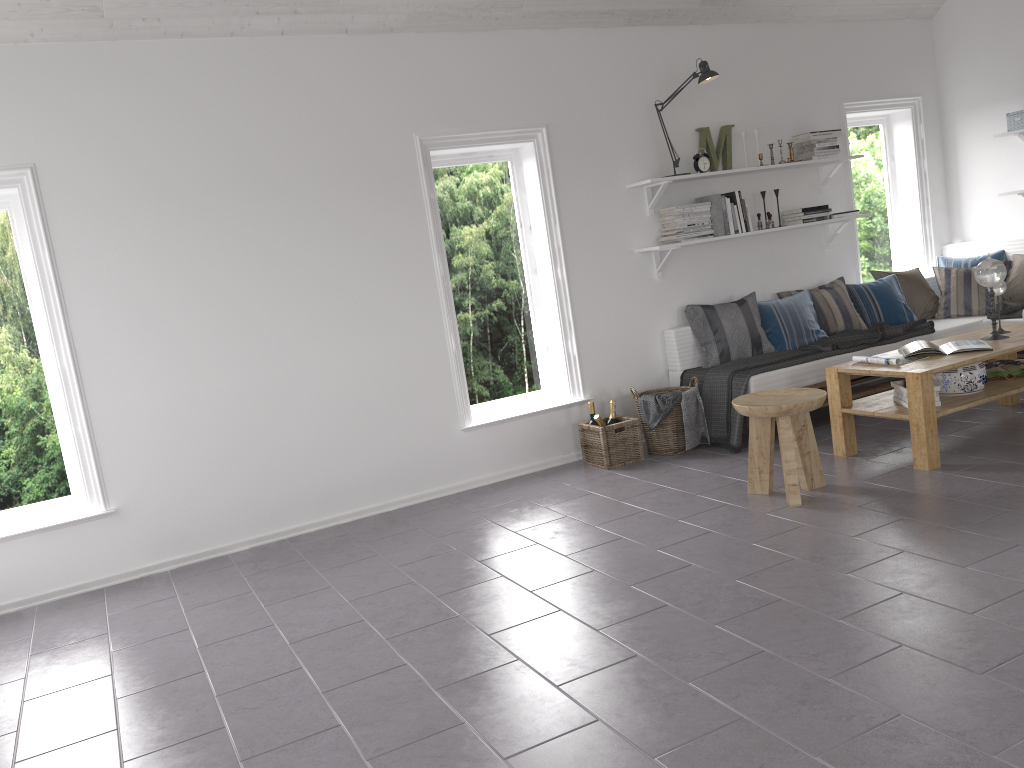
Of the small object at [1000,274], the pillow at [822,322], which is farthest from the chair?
the pillow at [822,322]

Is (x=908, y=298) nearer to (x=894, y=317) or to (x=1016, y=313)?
(x=894, y=317)

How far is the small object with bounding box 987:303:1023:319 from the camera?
5.90m

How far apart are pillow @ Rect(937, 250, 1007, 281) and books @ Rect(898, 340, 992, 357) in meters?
2.2

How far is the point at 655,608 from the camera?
3.2 meters

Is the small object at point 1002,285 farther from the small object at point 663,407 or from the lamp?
the lamp

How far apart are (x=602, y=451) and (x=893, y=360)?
1.67m

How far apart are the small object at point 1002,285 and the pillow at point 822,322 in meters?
1.1 m

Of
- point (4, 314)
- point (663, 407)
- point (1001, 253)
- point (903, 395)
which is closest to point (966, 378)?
point (903, 395)

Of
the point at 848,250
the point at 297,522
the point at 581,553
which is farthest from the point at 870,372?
the point at 297,522
